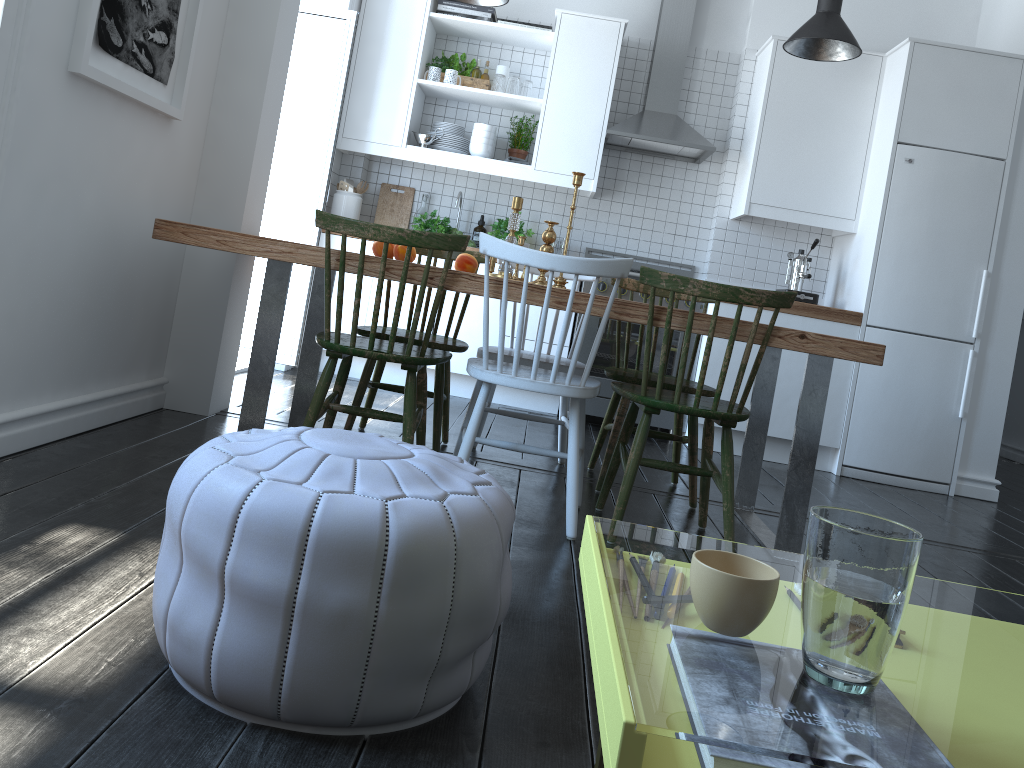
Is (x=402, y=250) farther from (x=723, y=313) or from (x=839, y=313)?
(x=839, y=313)

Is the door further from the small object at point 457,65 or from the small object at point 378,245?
the small object at point 378,245

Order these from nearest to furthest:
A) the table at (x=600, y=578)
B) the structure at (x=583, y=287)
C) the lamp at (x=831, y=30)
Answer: the table at (x=600, y=578), the lamp at (x=831, y=30), the structure at (x=583, y=287)

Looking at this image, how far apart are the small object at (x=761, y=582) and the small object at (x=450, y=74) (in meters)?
4.67

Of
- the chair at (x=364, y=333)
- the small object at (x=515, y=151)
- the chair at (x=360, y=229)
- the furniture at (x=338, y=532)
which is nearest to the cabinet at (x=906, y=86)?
the small object at (x=515, y=151)

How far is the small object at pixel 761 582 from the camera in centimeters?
87cm

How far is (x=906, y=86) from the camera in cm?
459

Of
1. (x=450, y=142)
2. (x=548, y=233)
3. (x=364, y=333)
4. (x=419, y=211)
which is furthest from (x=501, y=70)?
(x=364, y=333)

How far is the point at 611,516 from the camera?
3.01m

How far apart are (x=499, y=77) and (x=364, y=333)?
2.5 meters
